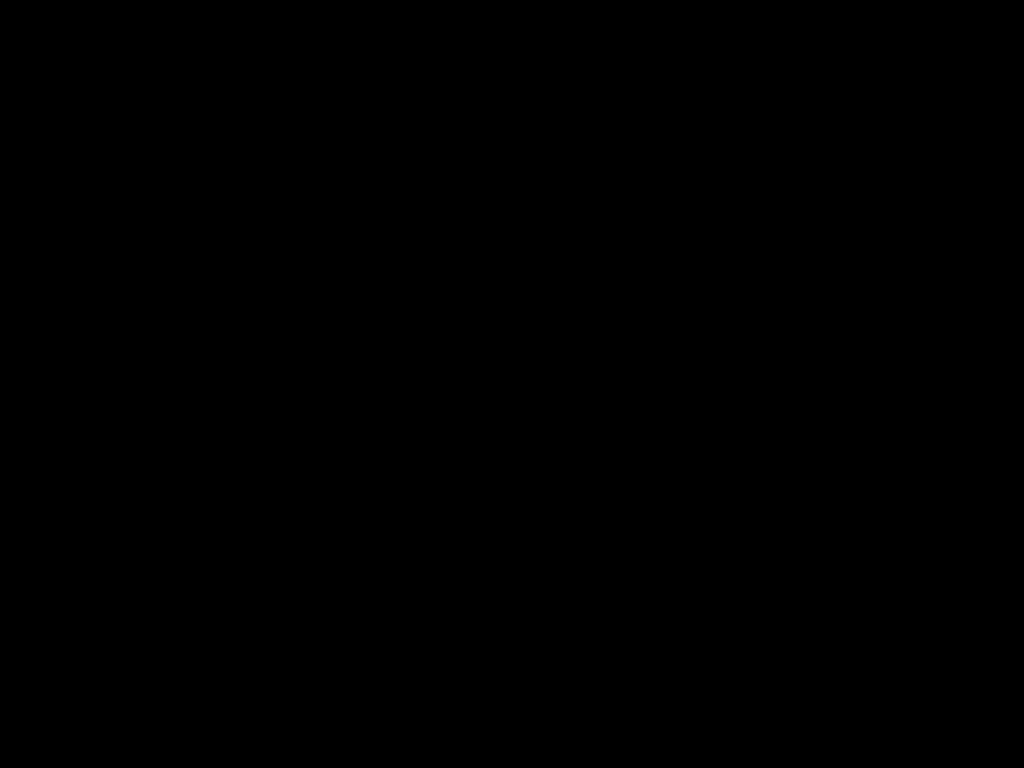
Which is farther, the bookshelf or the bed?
the bookshelf

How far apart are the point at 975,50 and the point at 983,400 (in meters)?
1.71

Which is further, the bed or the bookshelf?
the bookshelf

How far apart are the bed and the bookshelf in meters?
0.0 m

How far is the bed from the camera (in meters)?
0.32

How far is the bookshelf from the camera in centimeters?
182cm

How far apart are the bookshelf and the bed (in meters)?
0.01

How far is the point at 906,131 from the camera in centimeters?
45cm

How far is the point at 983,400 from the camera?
1.82m

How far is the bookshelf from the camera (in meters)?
1.82
